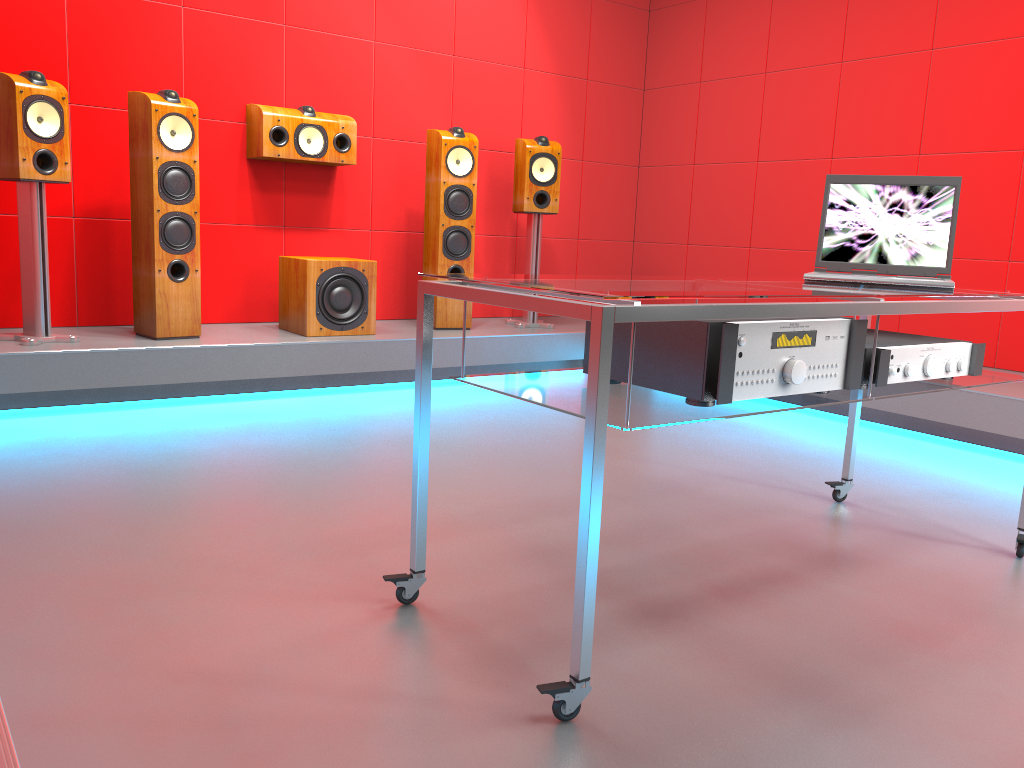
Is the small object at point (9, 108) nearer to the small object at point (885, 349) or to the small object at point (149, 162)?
the small object at point (149, 162)

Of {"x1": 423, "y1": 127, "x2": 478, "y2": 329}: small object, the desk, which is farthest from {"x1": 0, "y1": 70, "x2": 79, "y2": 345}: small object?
the desk

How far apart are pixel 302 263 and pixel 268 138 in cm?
67

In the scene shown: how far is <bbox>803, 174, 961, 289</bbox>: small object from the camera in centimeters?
232cm

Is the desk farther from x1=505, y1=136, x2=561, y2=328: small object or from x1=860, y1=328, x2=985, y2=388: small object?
x1=505, y1=136, x2=561, y2=328: small object

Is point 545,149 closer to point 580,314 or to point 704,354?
point 704,354

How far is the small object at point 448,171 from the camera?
4.6 meters

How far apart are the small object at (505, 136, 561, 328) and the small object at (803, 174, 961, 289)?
2.58m

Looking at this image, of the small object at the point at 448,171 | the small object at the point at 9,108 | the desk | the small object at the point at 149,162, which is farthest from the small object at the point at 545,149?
the desk

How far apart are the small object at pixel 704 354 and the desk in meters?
0.0
